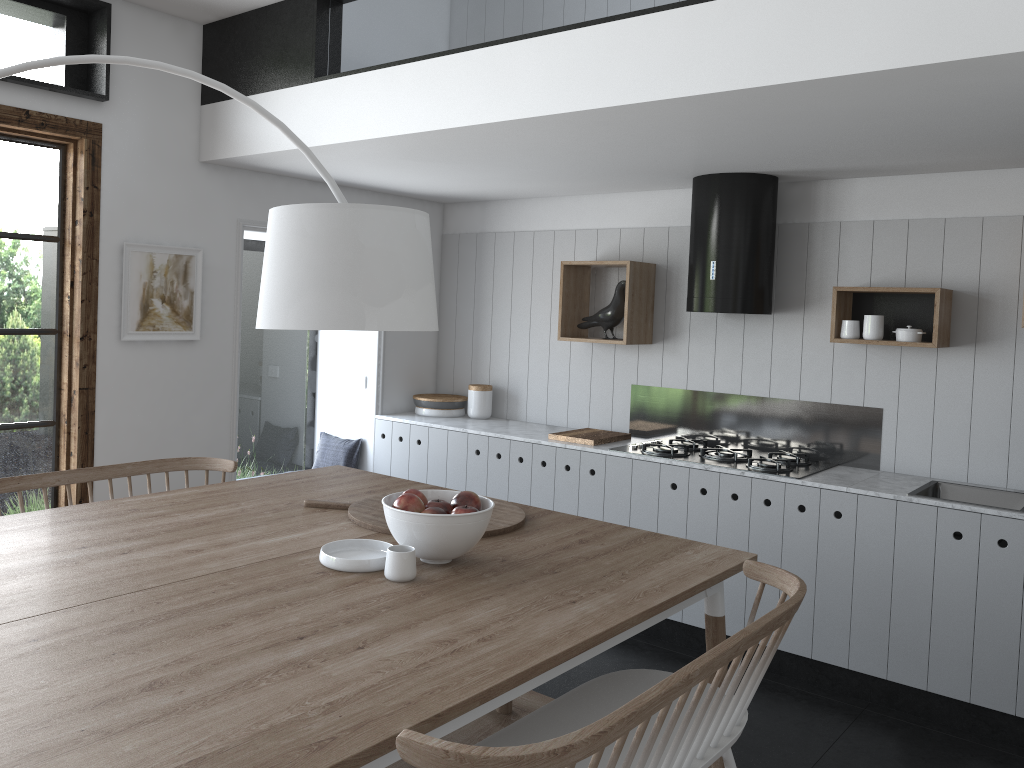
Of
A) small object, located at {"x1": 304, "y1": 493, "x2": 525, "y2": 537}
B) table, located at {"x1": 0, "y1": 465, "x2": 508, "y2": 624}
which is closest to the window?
table, located at {"x1": 0, "y1": 465, "x2": 508, "y2": 624}

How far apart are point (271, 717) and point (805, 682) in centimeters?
314cm

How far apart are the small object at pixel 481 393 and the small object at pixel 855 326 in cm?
223

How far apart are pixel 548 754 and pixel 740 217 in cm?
340

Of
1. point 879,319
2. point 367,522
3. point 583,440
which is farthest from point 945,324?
point 367,522

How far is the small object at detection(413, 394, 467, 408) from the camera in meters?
5.6 m

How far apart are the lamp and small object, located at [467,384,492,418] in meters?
3.4

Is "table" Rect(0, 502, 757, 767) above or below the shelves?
below

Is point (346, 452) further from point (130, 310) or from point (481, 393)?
point (130, 310)

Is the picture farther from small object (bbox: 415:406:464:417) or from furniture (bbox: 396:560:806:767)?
furniture (bbox: 396:560:806:767)
